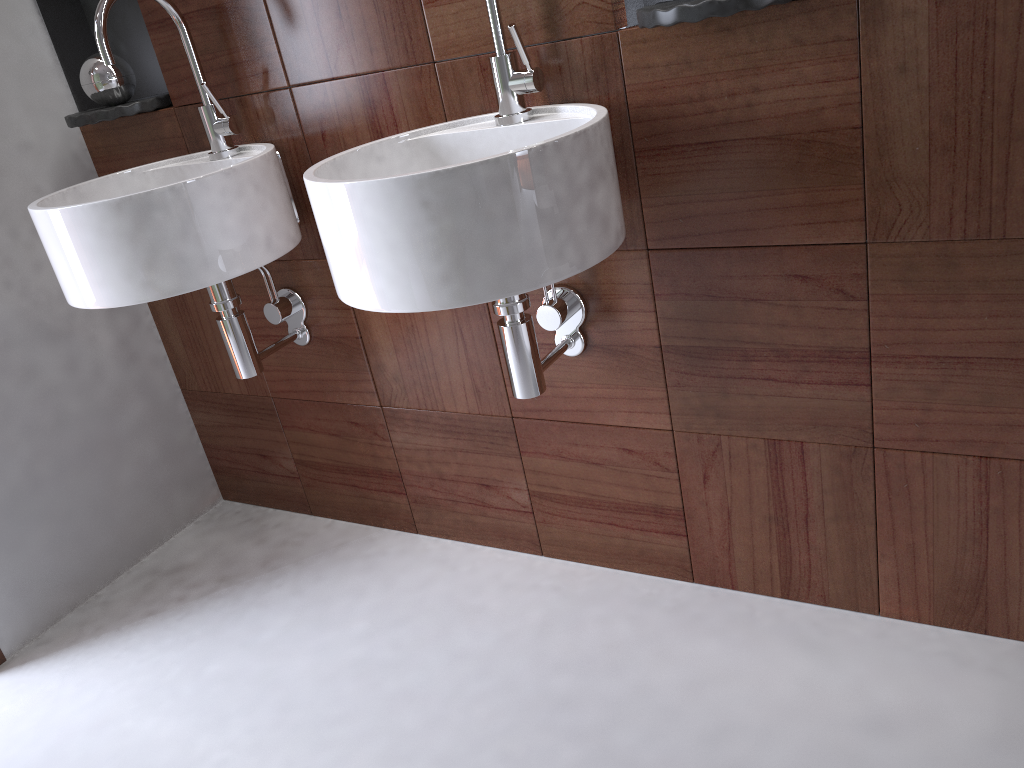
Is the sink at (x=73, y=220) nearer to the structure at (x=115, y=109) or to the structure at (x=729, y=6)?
the structure at (x=115, y=109)

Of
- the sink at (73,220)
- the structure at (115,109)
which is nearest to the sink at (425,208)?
the sink at (73,220)

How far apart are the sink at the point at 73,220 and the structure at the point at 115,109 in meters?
0.1

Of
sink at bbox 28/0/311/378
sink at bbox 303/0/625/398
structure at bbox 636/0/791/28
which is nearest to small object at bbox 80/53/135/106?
sink at bbox 28/0/311/378

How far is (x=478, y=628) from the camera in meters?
1.6 m

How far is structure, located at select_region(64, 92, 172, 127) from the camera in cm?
170

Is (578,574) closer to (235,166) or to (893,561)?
(893,561)

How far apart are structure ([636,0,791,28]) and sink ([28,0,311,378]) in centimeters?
67cm

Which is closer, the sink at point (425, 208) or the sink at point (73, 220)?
the sink at point (425, 208)

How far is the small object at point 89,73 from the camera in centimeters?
172cm
